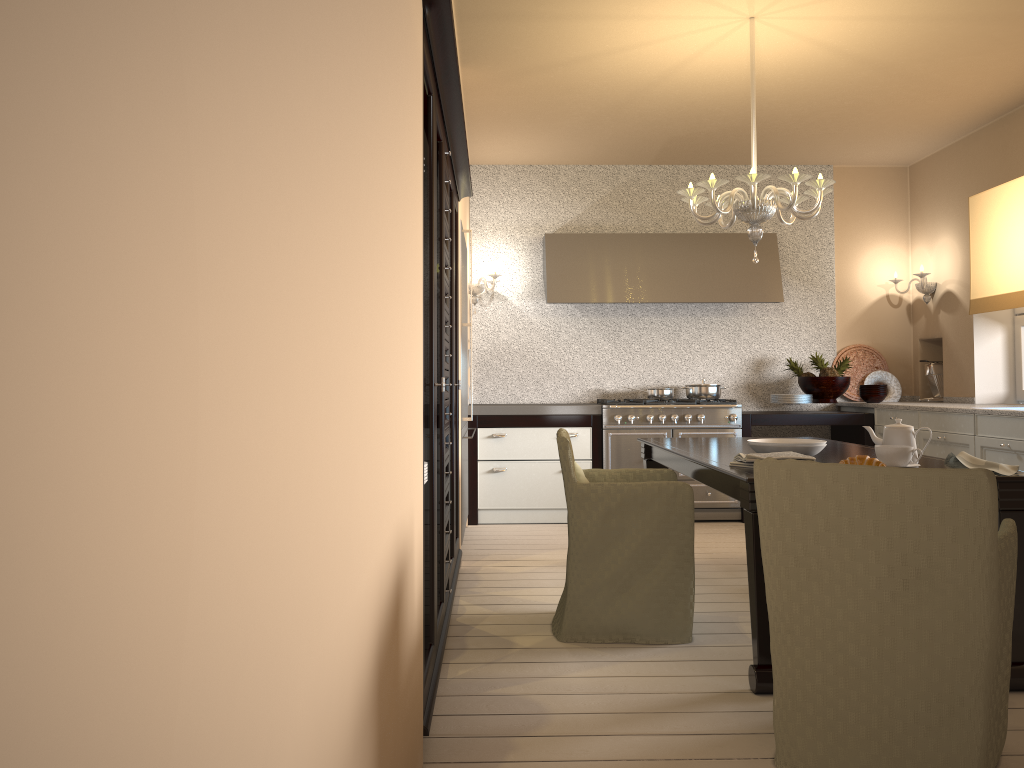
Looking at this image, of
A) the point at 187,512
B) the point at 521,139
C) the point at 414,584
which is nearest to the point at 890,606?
the point at 414,584

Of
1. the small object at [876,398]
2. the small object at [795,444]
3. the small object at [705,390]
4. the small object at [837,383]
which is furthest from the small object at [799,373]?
the small object at [795,444]

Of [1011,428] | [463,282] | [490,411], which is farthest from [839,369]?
[463,282]

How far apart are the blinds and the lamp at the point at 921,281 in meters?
0.4

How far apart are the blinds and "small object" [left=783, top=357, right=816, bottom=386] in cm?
116

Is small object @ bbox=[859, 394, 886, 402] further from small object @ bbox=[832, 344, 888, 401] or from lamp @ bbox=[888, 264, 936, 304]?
lamp @ bbox=[888, 264, 936, 304]

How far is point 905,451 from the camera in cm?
285

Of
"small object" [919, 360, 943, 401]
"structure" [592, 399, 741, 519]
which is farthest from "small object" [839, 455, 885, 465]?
"small object" [919, 360, 943, 401]

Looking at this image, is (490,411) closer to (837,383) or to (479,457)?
(479,457)

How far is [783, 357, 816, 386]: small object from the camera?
6.3m
